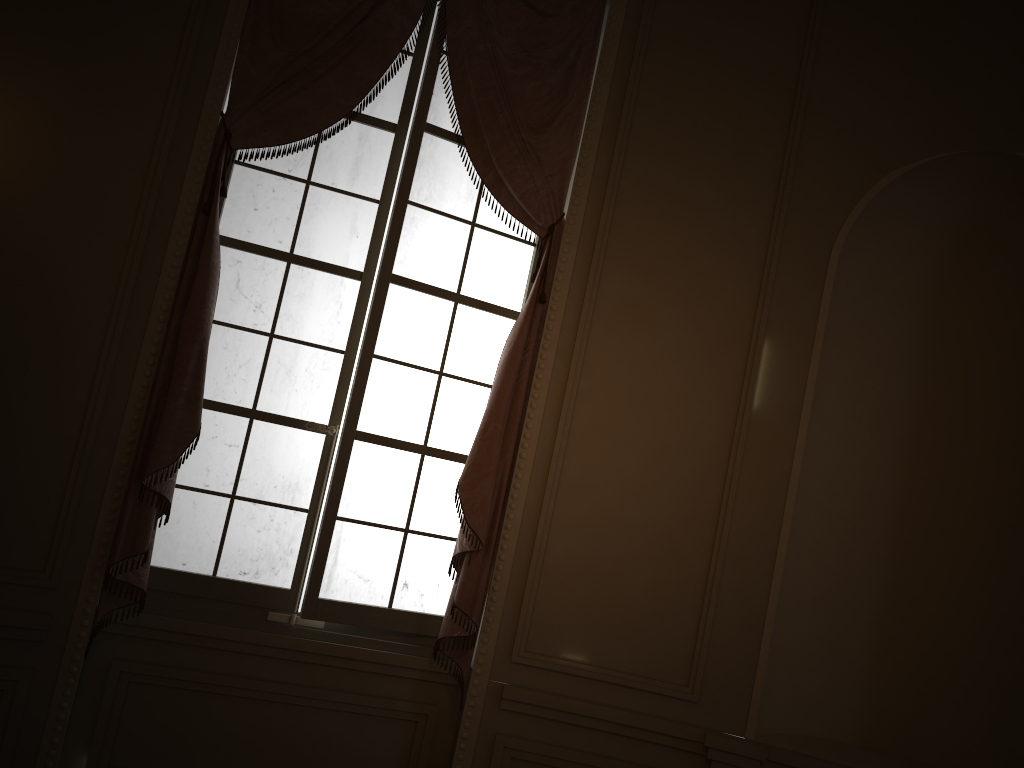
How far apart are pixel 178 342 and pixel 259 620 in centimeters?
108cm

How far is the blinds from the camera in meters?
3.0

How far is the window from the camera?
3.3m

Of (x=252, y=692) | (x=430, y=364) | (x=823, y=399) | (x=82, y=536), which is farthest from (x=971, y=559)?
(x=82, y=536)

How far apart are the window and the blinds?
0.1m

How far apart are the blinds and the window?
0.07m

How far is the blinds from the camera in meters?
3.0 m

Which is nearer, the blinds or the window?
the blinds

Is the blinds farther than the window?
No
